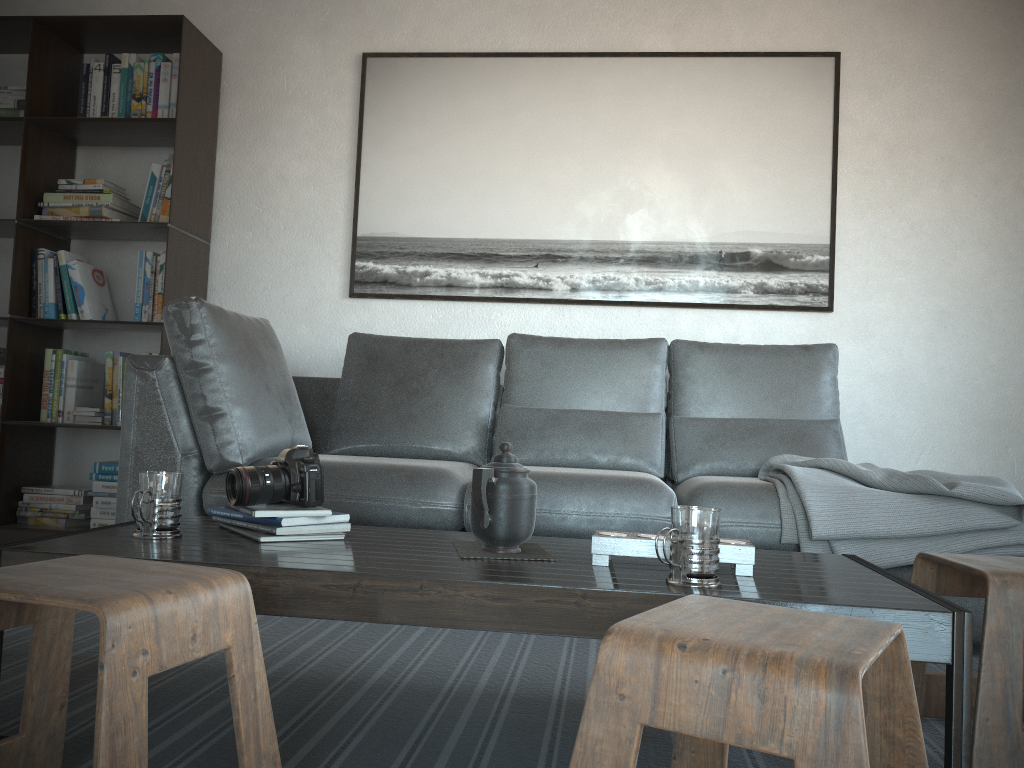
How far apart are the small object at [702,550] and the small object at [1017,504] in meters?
1.0 m

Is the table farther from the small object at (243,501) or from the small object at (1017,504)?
the small object at (1017,504)

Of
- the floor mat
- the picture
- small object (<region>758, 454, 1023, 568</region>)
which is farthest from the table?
the picture

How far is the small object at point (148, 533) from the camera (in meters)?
1.54

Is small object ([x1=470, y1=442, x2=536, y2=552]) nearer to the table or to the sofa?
the table

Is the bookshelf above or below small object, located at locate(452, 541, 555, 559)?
above

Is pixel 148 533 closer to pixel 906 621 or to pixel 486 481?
pixel 486 481

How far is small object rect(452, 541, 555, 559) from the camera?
1.5m

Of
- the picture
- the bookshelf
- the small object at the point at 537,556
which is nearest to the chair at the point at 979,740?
the small object at the point at 537,556

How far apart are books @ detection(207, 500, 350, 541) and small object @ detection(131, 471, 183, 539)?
0.1m
